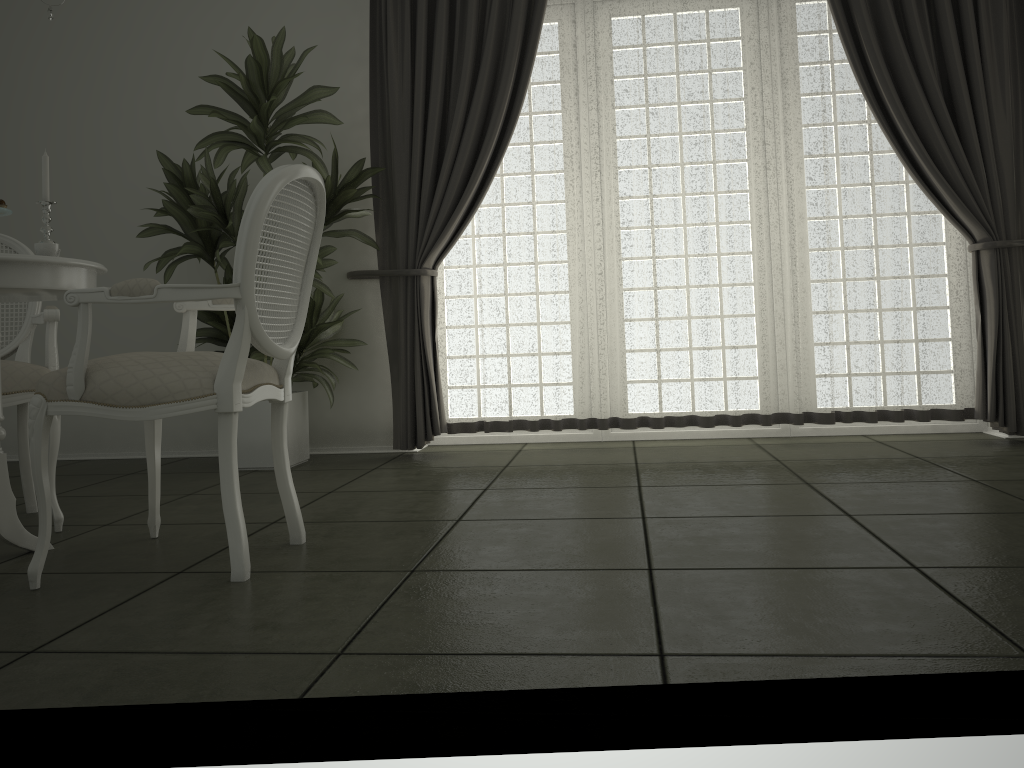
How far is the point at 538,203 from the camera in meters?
4.6 m

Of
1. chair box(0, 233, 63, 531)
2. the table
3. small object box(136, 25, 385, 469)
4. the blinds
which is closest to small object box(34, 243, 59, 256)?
the table

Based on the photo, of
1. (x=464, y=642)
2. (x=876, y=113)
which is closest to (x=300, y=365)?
(x=464, y=642)

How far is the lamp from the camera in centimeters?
257cm

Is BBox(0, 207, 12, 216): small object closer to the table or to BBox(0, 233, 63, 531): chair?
the table

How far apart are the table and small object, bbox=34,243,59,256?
0.1m

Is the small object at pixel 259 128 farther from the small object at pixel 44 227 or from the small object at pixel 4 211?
the small object at pixel 4 211

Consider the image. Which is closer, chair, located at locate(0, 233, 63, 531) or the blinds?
chair, located at locate(0, 233, 63, 531)

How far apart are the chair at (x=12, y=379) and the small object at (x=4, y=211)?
0.6 meters

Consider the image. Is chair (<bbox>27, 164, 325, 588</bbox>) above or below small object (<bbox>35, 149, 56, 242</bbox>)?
below
